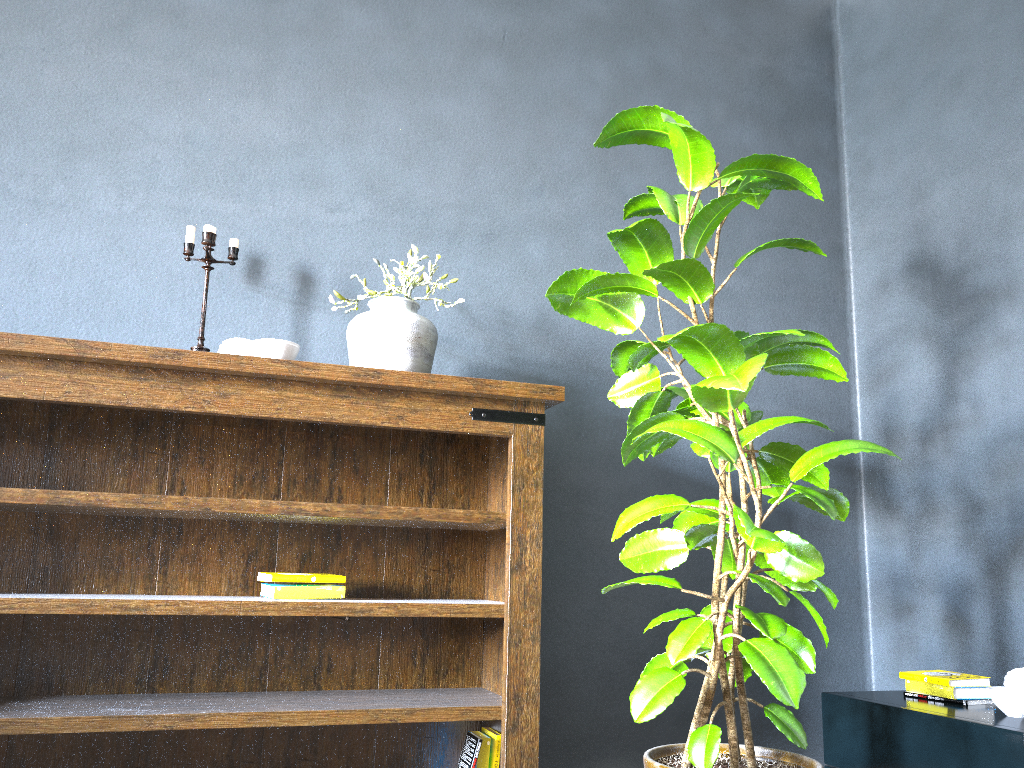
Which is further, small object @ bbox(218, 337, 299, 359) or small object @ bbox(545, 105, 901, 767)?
small object @ bbox(218, 337, 299, 359)

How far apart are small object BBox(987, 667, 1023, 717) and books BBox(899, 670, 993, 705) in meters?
0.1

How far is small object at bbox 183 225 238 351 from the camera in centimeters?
233cm

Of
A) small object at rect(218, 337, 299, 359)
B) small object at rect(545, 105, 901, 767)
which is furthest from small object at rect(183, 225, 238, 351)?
small object at rect(545, 105, 901, 767)

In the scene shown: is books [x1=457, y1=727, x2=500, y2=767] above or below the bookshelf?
below

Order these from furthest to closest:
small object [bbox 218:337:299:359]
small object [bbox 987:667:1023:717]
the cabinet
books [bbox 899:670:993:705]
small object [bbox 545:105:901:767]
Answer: books [bbox 899:670:993:705]
small object [bbox 218:337:299:359]
small object [bbox 987:667:1023:717]
the cabinet
small object [bbox 545:105:901:767]

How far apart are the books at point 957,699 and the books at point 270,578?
1.54m

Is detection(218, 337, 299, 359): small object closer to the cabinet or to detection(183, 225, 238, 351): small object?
detection(183, 225, 238, 351): small object

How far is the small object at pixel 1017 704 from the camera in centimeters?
203cm

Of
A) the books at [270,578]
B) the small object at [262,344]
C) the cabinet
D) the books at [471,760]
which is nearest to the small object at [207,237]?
the small object at [262,344]
